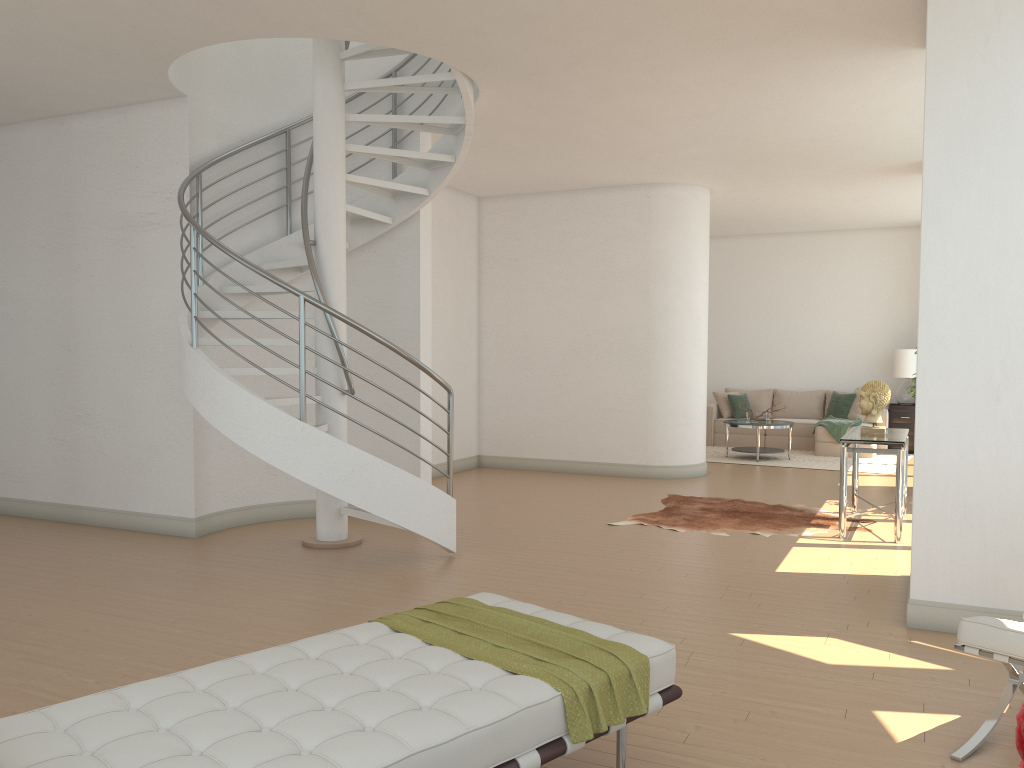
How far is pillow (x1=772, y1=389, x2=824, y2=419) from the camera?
13.76m

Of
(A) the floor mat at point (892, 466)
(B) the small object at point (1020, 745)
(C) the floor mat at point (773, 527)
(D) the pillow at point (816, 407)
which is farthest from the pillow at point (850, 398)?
(B) the small object at point (1020, 745)

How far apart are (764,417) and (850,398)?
1.94m

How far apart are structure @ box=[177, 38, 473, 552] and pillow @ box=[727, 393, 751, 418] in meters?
7.8

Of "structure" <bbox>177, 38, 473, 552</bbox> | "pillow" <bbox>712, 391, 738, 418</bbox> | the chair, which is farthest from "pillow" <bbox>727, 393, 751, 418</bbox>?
the chair

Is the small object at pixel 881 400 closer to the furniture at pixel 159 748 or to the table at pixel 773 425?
the table at pixel 773 425

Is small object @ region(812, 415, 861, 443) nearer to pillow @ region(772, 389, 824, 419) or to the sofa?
the sofa

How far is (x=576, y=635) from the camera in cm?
300

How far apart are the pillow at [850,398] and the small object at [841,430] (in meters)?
0.35

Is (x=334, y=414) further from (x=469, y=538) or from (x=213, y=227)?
(x=213, y=227)
